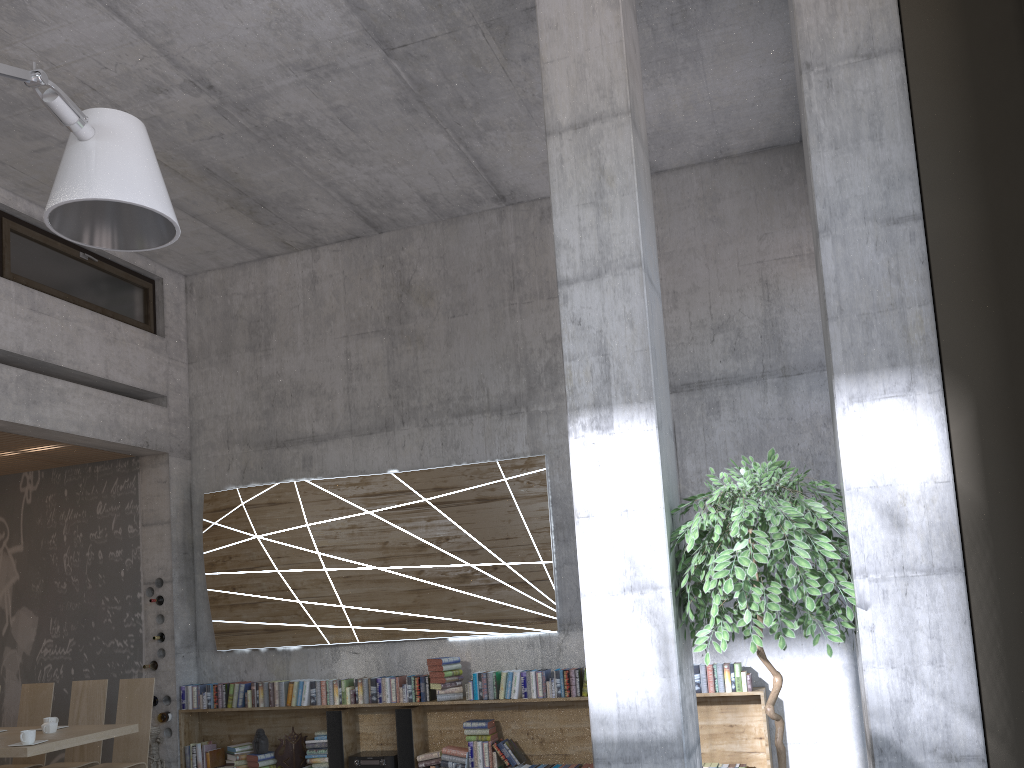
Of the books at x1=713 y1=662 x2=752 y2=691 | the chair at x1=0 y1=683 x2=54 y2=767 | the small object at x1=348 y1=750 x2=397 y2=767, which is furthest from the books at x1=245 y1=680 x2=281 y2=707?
the books at x1=713 y1=662 x2=752 y2=691

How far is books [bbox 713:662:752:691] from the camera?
6.4m

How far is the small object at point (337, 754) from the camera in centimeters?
739cm

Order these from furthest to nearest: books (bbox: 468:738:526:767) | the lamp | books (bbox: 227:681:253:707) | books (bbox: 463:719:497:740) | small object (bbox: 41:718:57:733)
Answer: books (bbox: 227:681:253:707)
books (bbox: 463:719:497:740)
books (bbox: 468:738:526:767)
small object (bbox: 41:718:57:733)
the lamp

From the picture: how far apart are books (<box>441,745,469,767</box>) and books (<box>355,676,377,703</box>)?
0.8 meters

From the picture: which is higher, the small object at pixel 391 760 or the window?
the window

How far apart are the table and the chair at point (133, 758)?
0.4 meters

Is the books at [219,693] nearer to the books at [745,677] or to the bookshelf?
the bookshelf

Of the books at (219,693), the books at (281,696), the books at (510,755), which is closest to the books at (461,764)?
the books at (510,755)

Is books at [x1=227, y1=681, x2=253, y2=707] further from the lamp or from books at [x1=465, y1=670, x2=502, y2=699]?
the lamp
